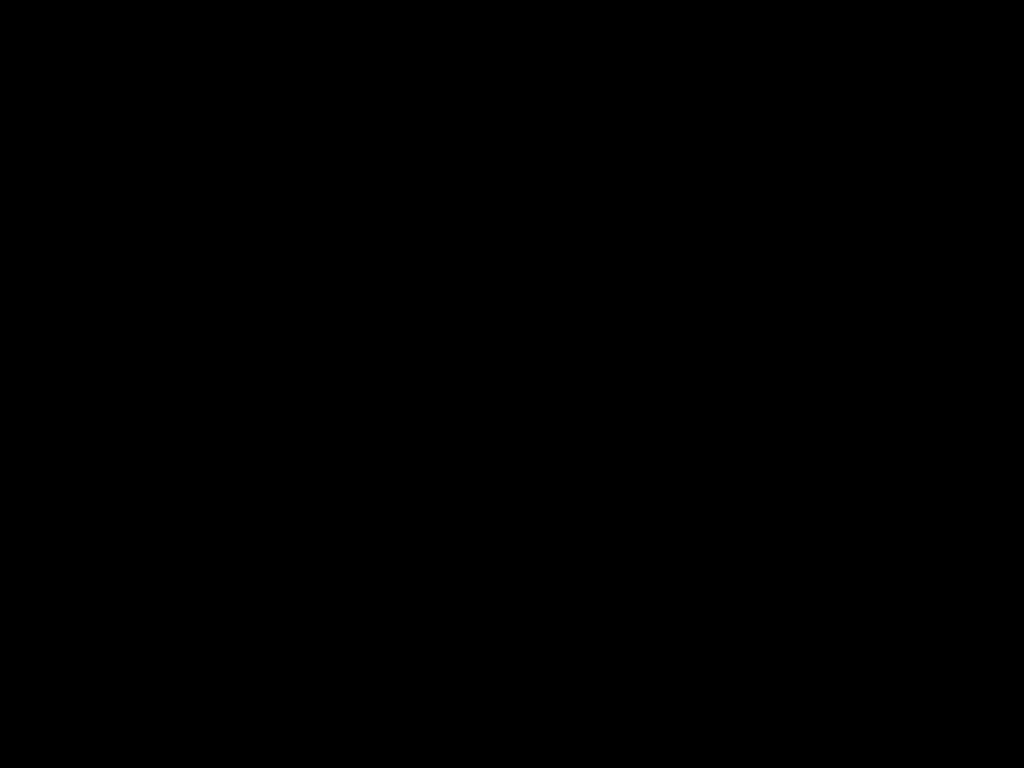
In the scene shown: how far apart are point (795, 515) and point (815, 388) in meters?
0.3 m

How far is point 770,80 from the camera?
0.44m

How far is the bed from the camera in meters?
0.4 m

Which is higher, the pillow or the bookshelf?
the pillow

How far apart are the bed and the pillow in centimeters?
2cm

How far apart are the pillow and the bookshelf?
0.04m

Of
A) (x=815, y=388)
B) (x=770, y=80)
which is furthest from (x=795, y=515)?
(x=770, y=80)

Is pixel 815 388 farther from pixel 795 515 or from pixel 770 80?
pixel 770 80

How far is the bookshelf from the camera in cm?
216

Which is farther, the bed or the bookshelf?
the bookshelf
